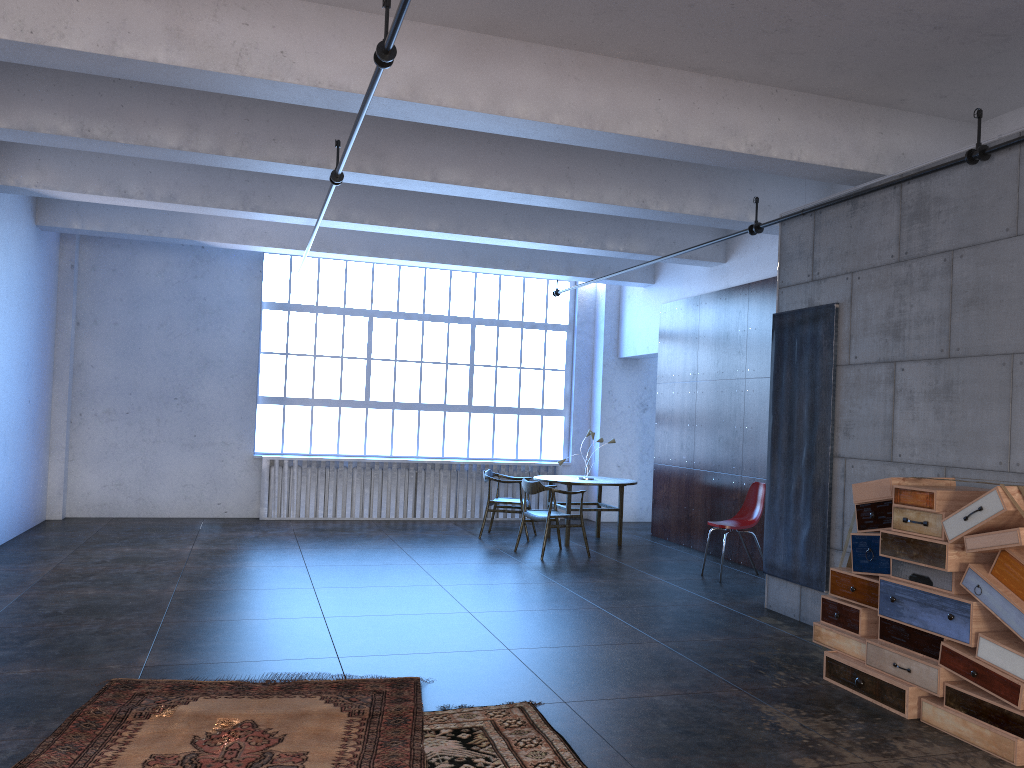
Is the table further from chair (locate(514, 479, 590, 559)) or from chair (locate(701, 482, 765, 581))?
chair (locate(701, 482, 765, 581))

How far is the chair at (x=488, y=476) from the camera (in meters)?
11.06

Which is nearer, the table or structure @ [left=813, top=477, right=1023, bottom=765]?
structure @ [left=813, top=477, right=1023, bottom=765]

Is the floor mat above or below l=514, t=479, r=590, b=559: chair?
below

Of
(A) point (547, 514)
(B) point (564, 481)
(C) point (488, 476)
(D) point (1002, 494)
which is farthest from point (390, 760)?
(C) point (488, 476)

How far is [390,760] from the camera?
3.8m

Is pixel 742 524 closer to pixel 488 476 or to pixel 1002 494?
pixel 488 476

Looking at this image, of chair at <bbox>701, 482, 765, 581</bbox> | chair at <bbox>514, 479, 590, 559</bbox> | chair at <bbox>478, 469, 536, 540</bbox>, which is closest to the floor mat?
chair at <bbox>701, 482, 765, 581</bbox>

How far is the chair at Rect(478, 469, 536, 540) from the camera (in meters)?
11.06

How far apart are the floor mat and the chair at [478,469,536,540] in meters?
6.1 m
